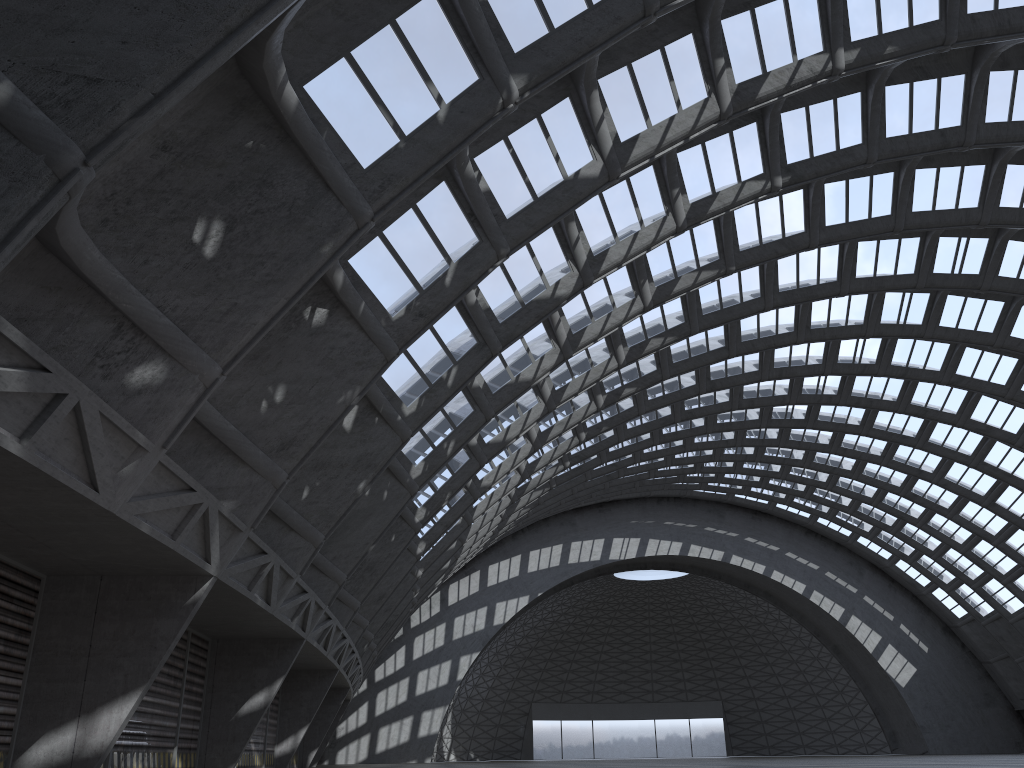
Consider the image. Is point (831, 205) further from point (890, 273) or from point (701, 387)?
point (701, 387)
